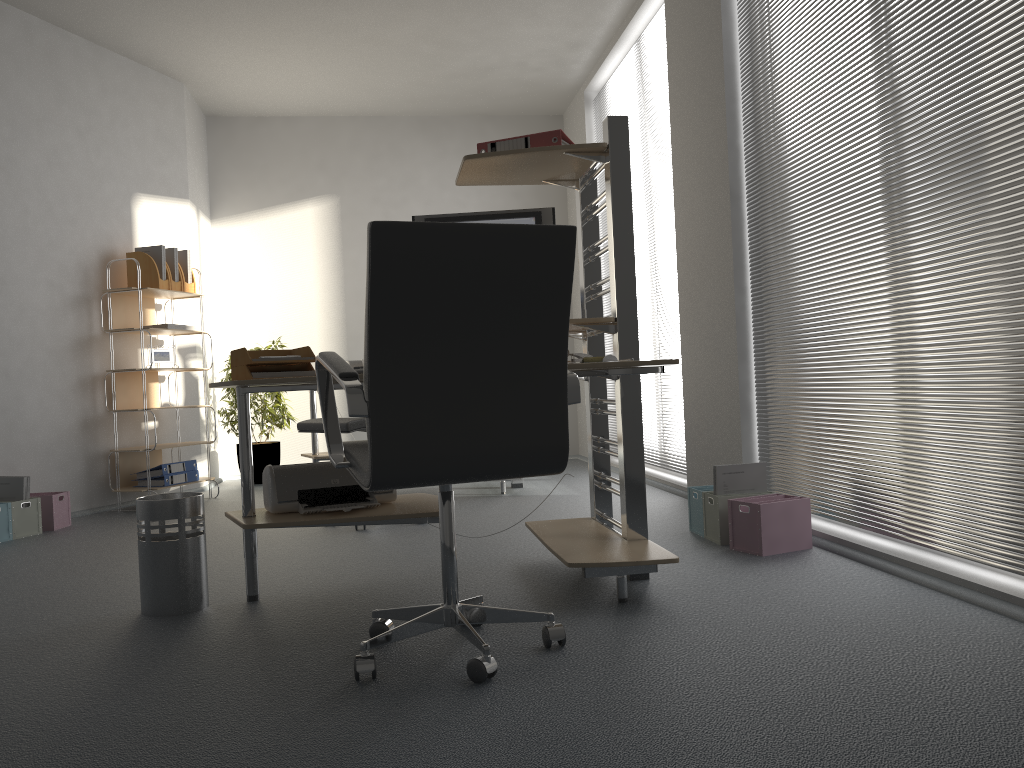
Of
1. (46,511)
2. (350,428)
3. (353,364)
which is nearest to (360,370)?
(350,428)

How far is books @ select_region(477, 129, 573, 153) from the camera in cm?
305

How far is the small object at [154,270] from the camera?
5.64m

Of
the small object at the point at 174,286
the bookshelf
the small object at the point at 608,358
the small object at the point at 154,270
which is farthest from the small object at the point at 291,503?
the small object at the point at 174,286

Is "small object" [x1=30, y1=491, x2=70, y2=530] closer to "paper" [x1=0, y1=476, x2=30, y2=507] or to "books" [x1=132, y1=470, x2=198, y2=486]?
"paper" [x1=0, y1=476, x2=30, y2=507]

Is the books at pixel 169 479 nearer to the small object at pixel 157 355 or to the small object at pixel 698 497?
the small object at pixel 157 355

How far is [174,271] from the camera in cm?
580

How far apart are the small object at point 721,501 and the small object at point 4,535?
3.5m

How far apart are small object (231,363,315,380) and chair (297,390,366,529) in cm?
94

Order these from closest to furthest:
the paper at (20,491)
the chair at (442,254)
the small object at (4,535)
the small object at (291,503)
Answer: the chair at (442,254), the small object at (291,503), the small object at (4,535), the paper at (20,491)
